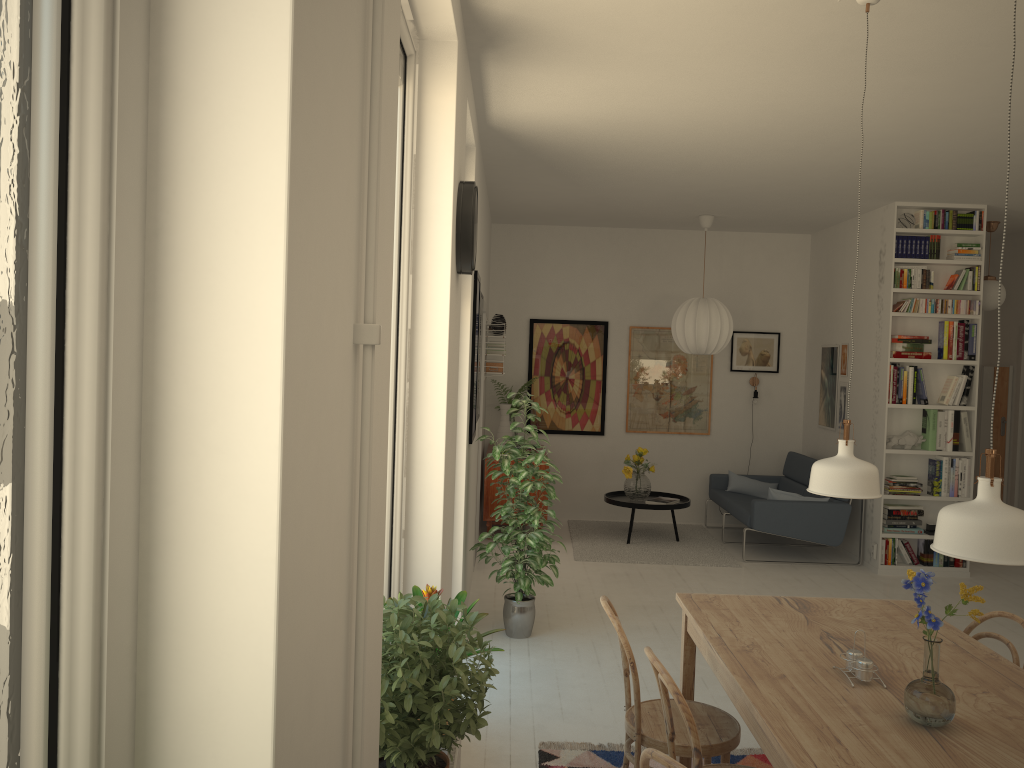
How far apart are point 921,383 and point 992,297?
1.3m

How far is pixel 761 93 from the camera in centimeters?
417cm

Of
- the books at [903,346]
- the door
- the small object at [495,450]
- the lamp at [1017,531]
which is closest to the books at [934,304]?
the books at [903,346]

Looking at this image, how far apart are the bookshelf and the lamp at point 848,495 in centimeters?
442cm

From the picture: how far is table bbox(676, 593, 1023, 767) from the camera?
2.1m

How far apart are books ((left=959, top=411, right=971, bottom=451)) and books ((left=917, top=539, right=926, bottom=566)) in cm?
80

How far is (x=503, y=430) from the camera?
7.9m

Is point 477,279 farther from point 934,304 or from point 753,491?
point 753,491

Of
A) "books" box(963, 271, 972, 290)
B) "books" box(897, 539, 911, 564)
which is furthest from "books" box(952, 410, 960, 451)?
"books" box(963, 271, 972, 290)

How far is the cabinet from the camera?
7.5m
